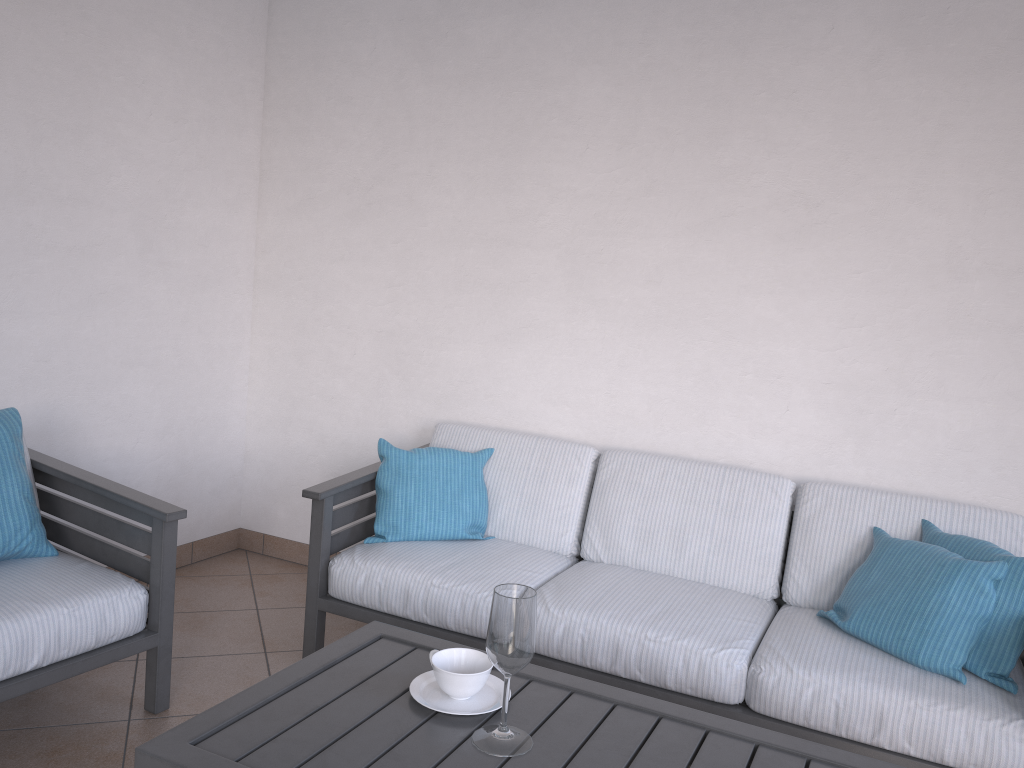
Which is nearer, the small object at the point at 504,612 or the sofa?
the small object at the point at 504,612

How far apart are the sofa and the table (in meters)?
0.57

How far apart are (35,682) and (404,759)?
1.2 meters

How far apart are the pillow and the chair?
1.8 meters

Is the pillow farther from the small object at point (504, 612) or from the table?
the small object at point (504, 612)

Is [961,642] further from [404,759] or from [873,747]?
[404,759]

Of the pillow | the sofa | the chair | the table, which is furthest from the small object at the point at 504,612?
the pillow

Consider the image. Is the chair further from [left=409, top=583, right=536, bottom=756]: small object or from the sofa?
[left=409, top=583, right=536, bottom=756]: small object

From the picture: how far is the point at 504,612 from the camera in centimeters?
155cm

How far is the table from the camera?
1.5 meters
